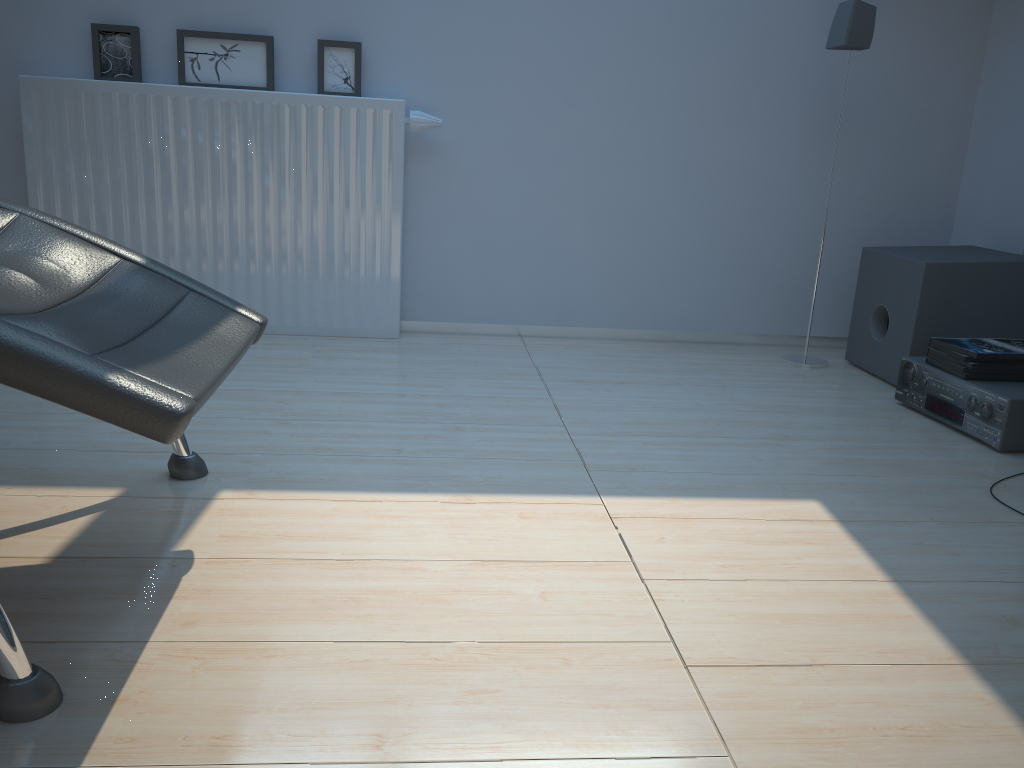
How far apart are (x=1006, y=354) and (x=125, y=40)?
2.8m

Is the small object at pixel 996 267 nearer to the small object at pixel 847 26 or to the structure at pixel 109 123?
the small object at pixel 847 26

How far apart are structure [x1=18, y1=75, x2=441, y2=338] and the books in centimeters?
169cm

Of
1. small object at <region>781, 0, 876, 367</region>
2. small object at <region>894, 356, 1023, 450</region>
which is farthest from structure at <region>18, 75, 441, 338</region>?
small object at <region>894, 356, 1023, 450</region>

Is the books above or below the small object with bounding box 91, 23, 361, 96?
below

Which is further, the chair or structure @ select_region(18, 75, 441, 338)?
structure @ select_region(18, 75, 441, 338)

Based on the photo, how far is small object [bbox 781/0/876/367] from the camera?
2.77m

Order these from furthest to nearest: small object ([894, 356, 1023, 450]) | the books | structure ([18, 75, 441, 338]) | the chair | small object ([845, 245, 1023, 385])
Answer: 1. structure ([18, 75, 441, 338])
2. small object ([845, 245, 1023, 385])
3. the books
4. small object ([894, 356, 1023, 450])
5. the chair

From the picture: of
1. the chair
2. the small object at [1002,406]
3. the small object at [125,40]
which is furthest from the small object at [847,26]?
the chair

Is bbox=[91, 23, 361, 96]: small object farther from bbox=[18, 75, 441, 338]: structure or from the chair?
the chair
